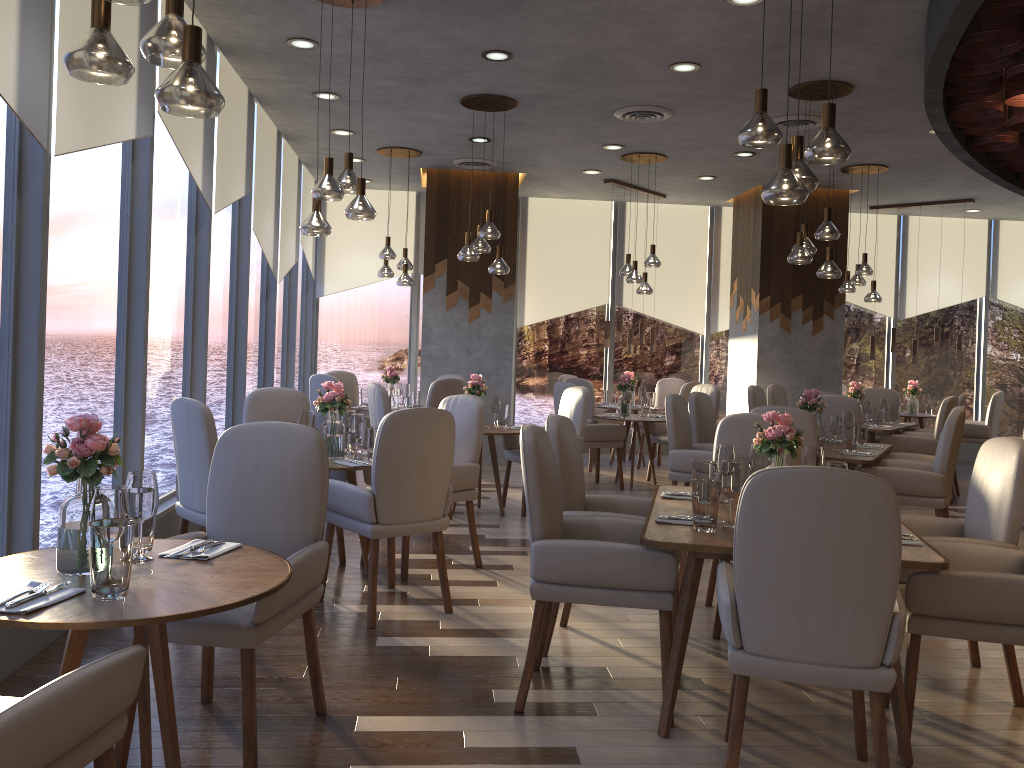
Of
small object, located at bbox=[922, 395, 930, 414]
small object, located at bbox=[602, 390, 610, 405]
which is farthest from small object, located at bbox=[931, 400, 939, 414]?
small object, located at bbox=[602, 390, 610, 405]

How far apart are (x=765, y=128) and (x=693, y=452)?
3.13m

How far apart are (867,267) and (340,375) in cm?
537

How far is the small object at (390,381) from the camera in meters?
8.7

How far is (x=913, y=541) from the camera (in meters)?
3.04

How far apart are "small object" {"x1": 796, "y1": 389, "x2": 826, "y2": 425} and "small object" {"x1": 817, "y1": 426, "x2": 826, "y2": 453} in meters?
0.5 m

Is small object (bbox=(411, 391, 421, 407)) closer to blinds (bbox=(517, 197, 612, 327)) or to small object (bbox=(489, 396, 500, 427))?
small object (bbox=(489, 396, 500, 427))

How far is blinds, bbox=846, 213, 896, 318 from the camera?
11.48m

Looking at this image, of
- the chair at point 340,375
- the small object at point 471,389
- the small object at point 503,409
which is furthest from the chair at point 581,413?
the chair at point 340,375

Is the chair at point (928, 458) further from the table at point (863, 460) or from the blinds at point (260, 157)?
the blinds at point (260, 157)
